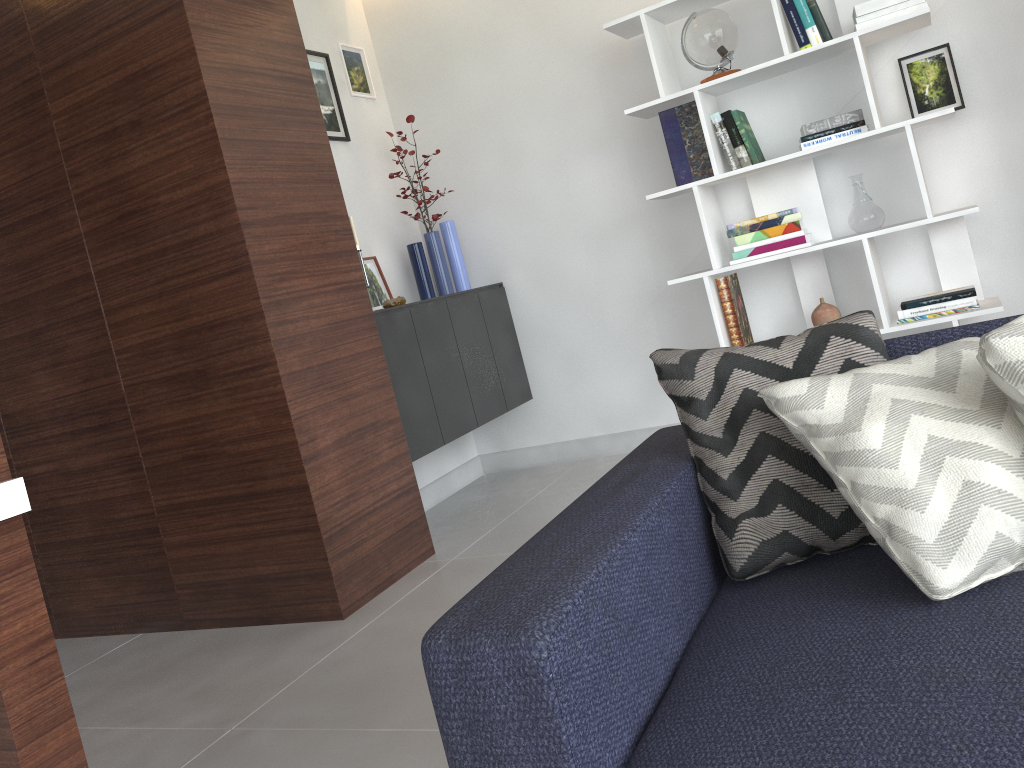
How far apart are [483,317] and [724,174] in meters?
1.2 m

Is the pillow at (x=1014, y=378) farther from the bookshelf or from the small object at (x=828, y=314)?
the small object at (x=828, y=314)

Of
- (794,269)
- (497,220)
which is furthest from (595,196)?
(794,269)

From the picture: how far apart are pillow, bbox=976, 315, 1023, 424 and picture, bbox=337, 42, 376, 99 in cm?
339

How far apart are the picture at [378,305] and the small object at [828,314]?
1.83m

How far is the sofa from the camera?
1.0m

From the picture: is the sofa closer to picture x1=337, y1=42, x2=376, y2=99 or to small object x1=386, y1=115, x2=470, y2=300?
small object x1=386, y1=115, x2=470, y2=300

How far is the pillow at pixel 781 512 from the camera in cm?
143

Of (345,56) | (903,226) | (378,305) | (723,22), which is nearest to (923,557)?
(903,226)

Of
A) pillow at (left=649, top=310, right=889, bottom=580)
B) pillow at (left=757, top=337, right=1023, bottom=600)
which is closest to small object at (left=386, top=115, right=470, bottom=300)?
pillow at (left=649, top=310, right=889, bottom=580)
